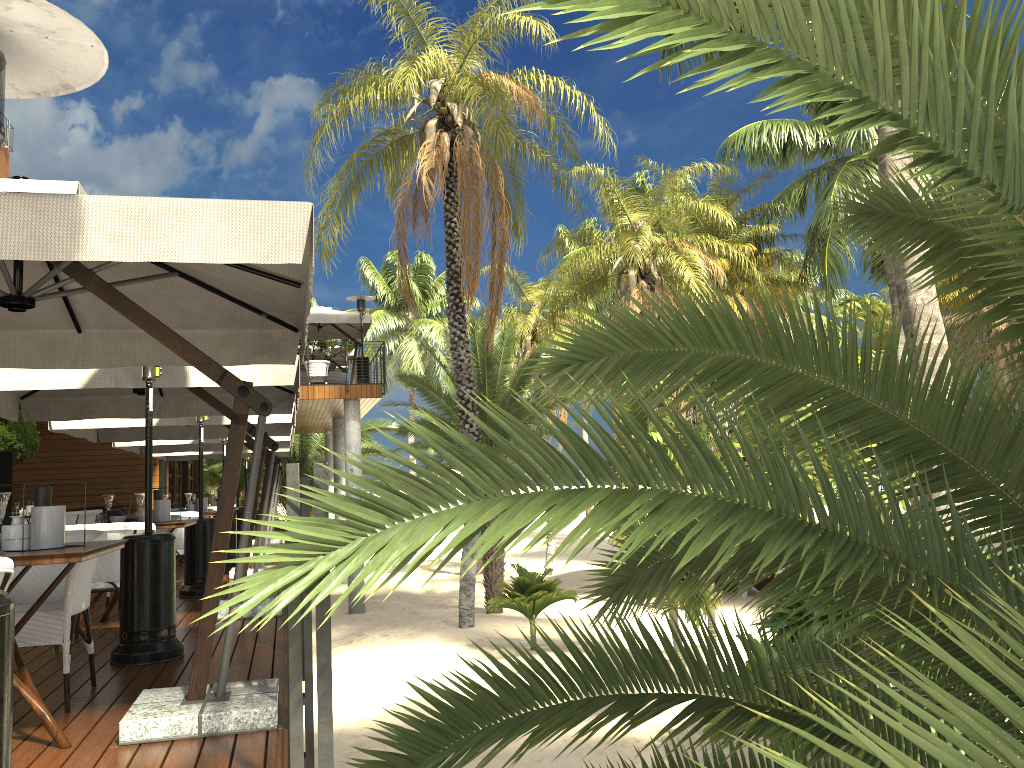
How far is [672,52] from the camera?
11.9m

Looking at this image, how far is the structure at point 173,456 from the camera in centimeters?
1764cm

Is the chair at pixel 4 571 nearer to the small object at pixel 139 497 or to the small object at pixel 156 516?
the small object at pixel 139 497

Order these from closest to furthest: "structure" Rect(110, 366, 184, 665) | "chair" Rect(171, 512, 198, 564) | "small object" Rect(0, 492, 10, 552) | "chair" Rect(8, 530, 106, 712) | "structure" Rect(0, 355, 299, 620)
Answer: "small object" Rect(0, 492, 10, 552) → "chair" Rect(8, 530, 106, 712) → "structure" Rect(110, 366, 184, 665) → "structure" Rect(0, 355, 299, 620) → "chair" Rect(171, 512, 198, 564)

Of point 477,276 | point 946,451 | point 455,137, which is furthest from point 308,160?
point 946,451

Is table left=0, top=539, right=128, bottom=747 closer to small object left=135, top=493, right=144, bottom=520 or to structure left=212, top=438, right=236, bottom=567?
small object left=135, top=493, right=144, bottom=520

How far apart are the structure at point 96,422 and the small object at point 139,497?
2.6m

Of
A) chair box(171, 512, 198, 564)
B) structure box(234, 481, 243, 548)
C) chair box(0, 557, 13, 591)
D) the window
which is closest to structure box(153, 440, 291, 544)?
structure box(234, 481, 243, 548)

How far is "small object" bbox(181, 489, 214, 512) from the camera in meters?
10.1

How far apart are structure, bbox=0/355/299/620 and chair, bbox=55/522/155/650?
0.8m
